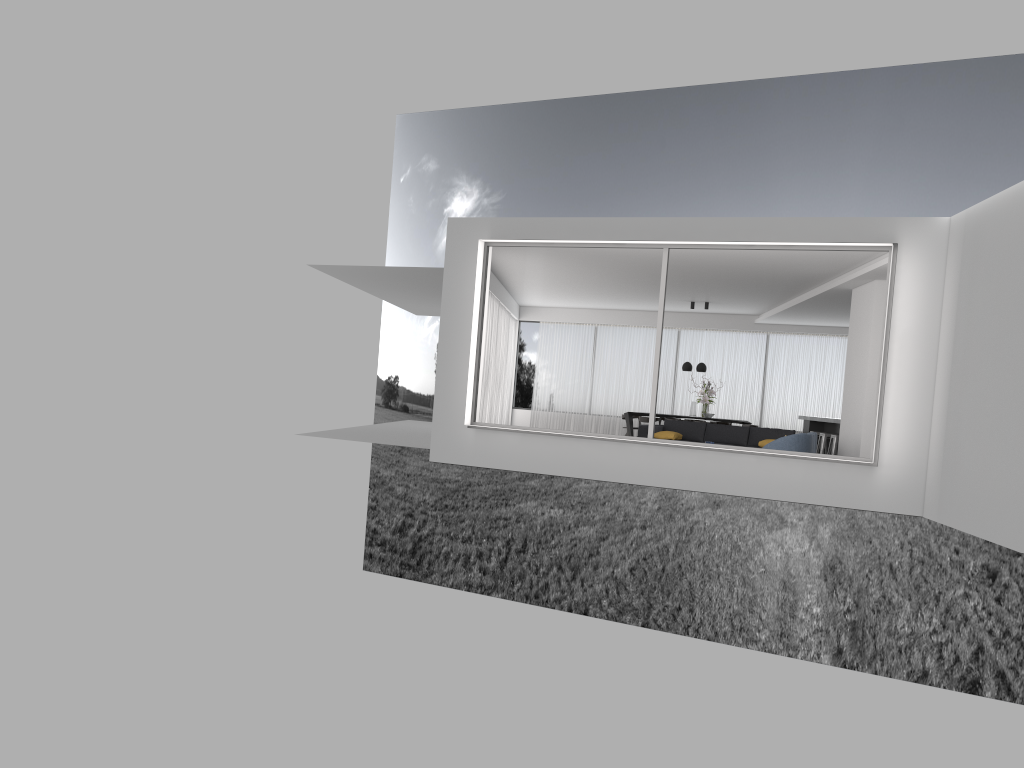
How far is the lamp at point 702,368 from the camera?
18.2 meters

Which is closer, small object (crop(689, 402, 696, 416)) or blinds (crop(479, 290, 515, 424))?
blinds (crop(479, 290, 515, 424))

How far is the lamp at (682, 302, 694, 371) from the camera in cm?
1835

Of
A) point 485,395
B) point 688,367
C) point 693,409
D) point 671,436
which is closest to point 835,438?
point 671,436

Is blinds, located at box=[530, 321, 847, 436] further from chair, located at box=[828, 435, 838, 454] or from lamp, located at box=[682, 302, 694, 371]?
chair, located at box=[828, 435, 838, 454]

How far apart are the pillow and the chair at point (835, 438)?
2.91m

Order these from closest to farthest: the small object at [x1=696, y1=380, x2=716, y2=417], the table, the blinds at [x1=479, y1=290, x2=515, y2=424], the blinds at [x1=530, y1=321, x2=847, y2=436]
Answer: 1. the blinds at [x1=479, y1=290, x2=515, y2=424]
2. the small object at [x1=696, y1=380, x2=716, y2=417]
3. the table
4. the blinds at [x1=530, y1=321, x2=847, y2=436]

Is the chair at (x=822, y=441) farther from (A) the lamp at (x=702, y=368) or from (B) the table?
(B) the table

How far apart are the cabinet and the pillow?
3.8 meters

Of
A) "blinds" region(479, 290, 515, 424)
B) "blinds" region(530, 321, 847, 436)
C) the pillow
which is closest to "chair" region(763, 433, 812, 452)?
the pillow
